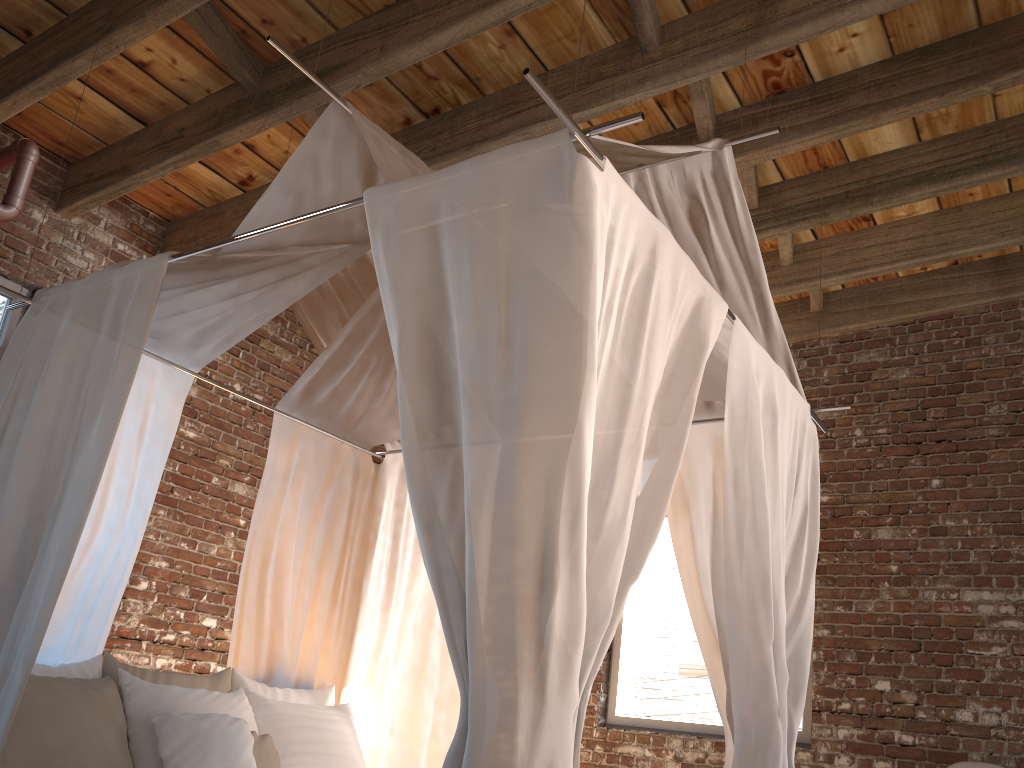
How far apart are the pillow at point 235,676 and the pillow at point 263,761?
0.4 meters

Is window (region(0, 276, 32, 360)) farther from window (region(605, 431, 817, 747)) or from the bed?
window (region(605, 431, 817, 747))

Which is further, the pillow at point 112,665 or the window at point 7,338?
the window at point 7,338

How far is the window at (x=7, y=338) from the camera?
4.4m

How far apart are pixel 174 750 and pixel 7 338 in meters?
2.5 m

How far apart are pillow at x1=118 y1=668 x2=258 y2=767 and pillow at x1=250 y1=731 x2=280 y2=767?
0.1 meters

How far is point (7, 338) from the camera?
4.44m

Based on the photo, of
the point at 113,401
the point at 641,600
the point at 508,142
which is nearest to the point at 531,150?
the point at 113,401

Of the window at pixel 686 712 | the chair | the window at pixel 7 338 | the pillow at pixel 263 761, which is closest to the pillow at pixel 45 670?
the pillow at pixel 263 761

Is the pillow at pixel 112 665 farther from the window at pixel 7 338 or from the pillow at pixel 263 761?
the window at pixel 7 338
